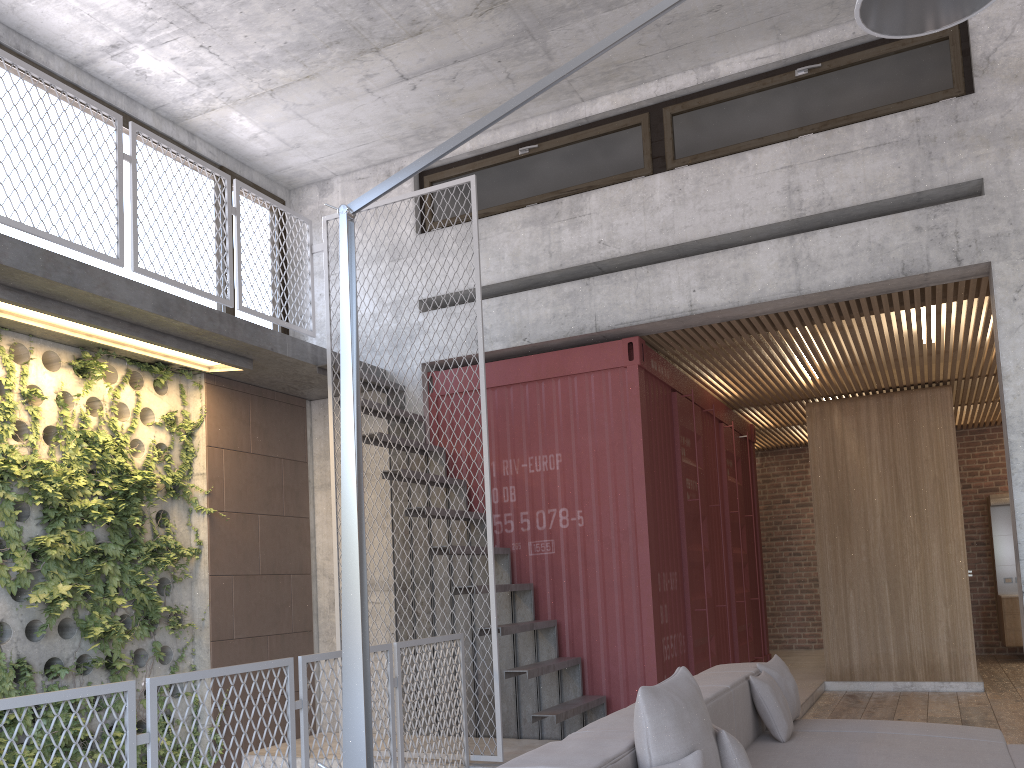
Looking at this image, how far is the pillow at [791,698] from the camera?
4.64m

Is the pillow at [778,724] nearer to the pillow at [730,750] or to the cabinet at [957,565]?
the pillow at [730,750]

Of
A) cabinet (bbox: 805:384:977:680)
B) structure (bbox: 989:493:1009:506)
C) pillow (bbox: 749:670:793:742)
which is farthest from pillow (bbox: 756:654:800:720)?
structure (bbox: 989:493:1009:506)

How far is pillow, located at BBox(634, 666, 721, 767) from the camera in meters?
2.6 m

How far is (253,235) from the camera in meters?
8.0

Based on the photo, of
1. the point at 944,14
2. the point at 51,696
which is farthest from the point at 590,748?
the point at 944,14

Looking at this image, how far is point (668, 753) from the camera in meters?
2.6

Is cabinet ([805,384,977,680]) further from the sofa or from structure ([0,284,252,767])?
structure ([0,284,252,767])

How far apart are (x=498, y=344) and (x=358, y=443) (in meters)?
4.22

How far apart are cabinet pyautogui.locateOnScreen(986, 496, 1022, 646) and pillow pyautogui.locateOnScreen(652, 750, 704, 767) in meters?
10.5
